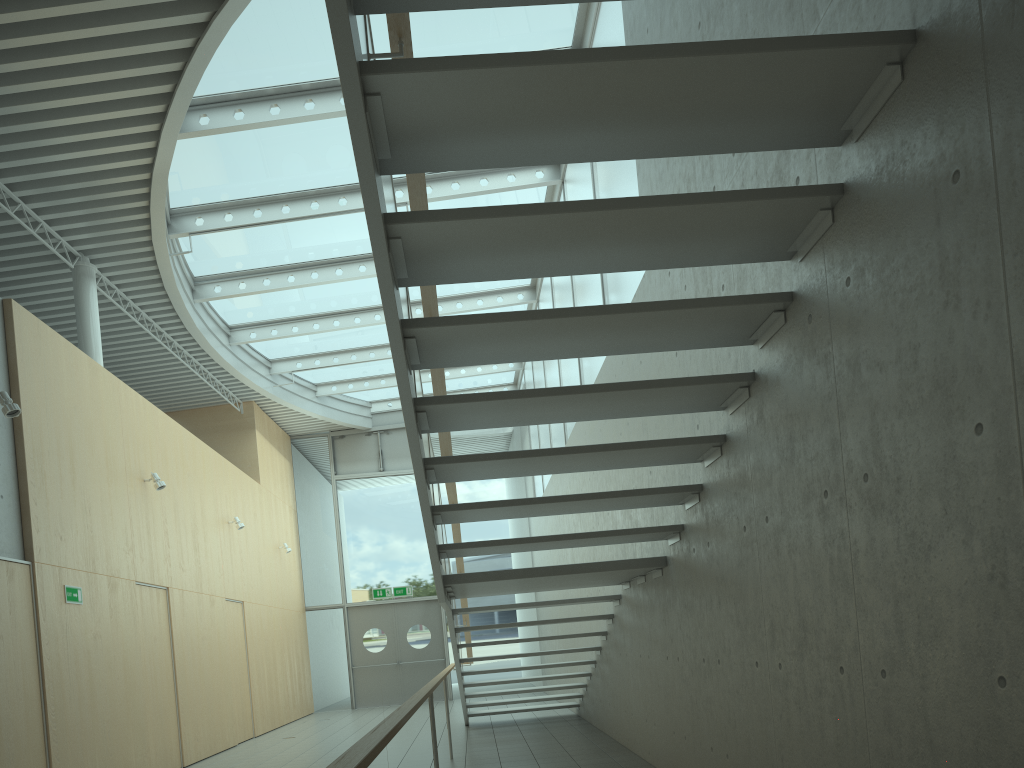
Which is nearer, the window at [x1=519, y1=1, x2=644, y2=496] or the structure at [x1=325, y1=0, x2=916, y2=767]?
the structure at [x1=325, y1=0, x2=916, y2=767]

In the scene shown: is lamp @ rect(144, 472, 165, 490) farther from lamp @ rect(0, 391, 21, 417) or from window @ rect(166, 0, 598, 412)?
lamp @ rect(0, 391, 21, 417)

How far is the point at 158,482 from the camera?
9.1 meters

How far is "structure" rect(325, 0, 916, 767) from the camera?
2.6 meters

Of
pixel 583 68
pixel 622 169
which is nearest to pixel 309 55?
pixel 622 169

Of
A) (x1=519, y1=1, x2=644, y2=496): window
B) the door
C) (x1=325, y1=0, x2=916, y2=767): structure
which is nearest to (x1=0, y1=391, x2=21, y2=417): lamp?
(x1=325, y1=0, x2=916, y2=767): structure

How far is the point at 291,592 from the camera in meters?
15.7

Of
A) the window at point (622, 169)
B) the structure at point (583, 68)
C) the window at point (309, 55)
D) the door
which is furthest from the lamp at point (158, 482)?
the door

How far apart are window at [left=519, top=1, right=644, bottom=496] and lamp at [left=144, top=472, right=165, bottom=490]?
4.7m

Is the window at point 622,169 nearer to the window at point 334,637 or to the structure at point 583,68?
the window at point 334,637
